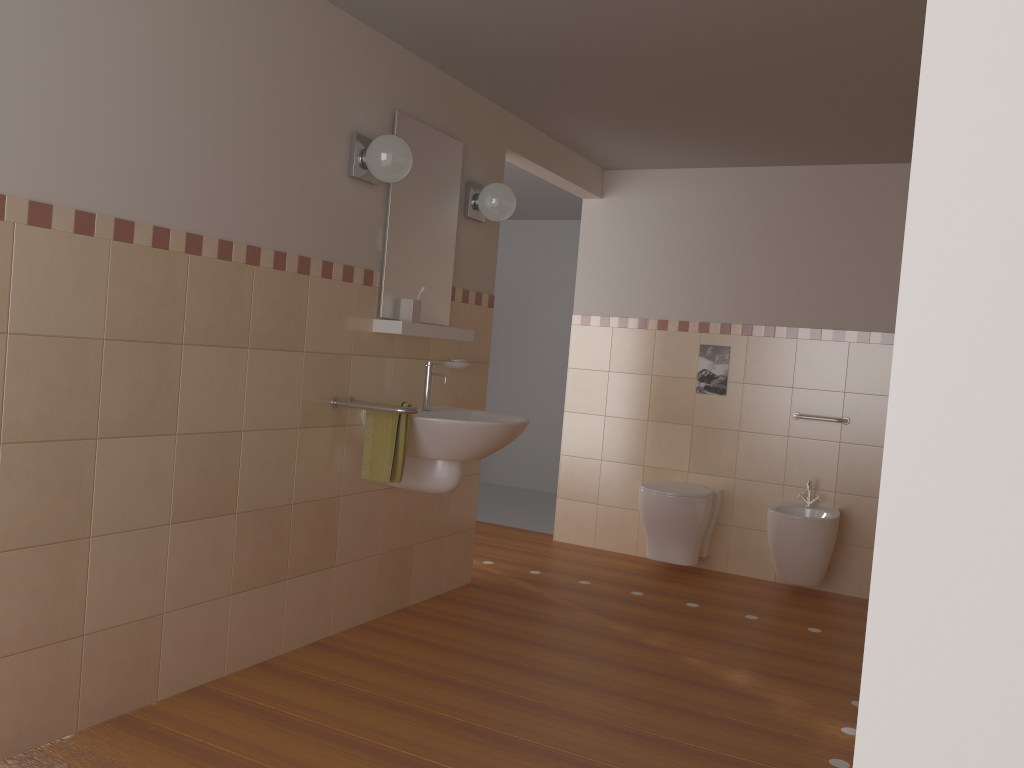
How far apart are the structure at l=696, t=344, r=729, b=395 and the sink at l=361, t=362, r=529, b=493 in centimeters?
169cm

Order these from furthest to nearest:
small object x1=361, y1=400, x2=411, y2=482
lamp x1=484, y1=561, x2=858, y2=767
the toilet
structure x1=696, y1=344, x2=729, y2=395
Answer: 1. structure x1=696, y1=344, x2=729, y2=395
2. the toilet
3. small object x1=361, y1=400, x2=411, y2=482
4. lamp x1=484, y1=561, x2=858, y2=767

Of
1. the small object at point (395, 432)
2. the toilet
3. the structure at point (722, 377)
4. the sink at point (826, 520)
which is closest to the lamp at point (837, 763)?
the small object at point (395, 432)

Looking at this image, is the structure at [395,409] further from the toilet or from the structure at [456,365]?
the toilet

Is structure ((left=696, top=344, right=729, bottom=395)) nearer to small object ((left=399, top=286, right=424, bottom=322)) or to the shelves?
the shelves

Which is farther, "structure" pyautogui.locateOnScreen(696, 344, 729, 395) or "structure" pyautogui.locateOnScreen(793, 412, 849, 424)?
"structure" pyautogui.locateOnScreen(696, 344, 729, 395)

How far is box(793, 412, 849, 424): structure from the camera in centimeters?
463cm

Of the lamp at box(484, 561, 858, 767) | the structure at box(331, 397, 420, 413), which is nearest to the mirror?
the structure at box(331, 397, 420, 413)

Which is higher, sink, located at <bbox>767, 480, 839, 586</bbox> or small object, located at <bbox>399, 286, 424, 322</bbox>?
small object, located at <bbox>399, 286, 424, 322</bbox>

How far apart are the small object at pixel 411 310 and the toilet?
1.8m
